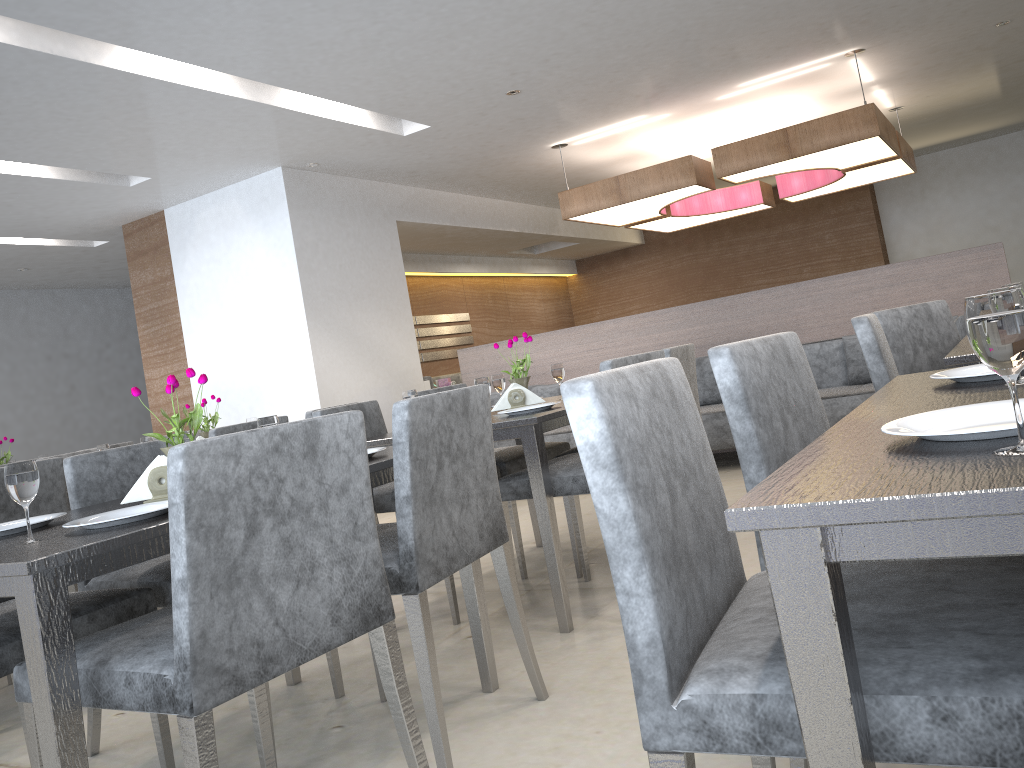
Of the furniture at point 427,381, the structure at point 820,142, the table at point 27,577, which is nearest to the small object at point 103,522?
the table at point 27,577

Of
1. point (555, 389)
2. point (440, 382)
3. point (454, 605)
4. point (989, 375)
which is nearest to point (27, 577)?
point (989, 375)

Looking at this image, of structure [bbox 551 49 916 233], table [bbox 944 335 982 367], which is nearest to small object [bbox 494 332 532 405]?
table [bbox 944 335 982 367]

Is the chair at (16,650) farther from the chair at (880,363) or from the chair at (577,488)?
the chair at (880,363)

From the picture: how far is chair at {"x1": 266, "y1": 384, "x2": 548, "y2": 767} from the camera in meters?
1.8

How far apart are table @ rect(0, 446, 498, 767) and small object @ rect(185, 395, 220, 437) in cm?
178

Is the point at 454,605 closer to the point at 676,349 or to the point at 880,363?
the point at 676,349

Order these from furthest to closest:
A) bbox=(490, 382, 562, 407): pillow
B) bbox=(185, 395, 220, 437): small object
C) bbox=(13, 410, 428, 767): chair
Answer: bbox=(490, 382, 562, 407): pillow, bbox=(185, 395, 220, 437): small object, bbox=(13, 410, 428, 767): chair

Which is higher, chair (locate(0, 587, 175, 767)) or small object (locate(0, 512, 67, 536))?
small object (locate(0, 512, 67, 536))

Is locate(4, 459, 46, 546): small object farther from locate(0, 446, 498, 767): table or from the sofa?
the sofa
